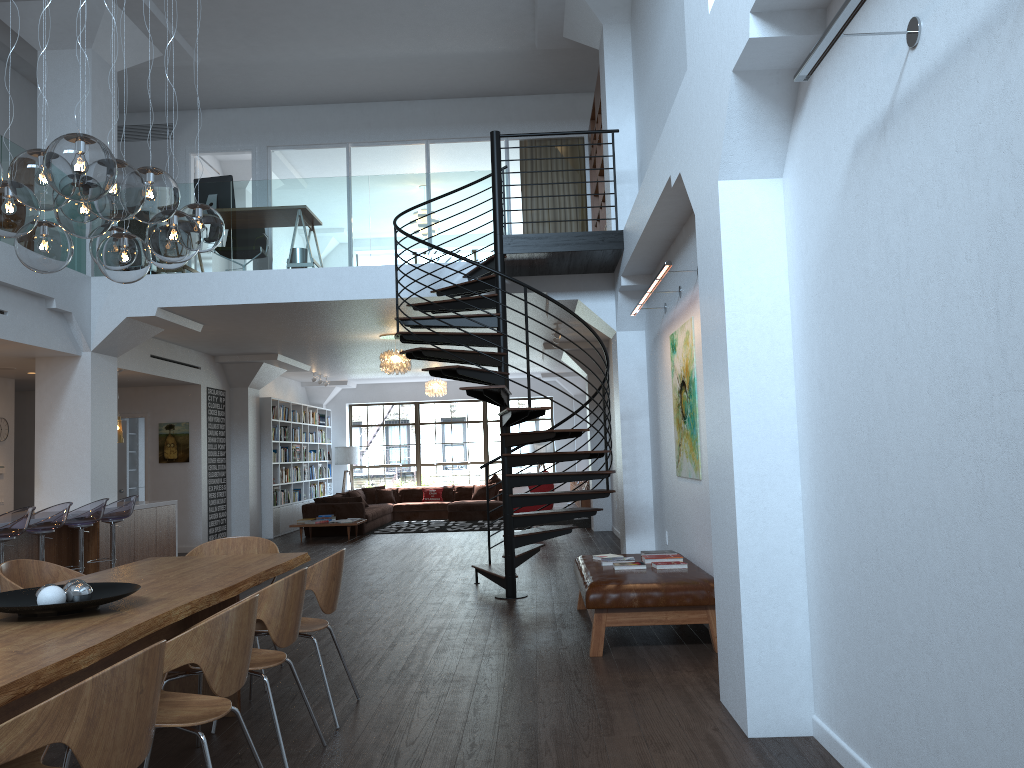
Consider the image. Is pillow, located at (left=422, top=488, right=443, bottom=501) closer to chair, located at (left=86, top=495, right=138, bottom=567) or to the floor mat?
the floor mat

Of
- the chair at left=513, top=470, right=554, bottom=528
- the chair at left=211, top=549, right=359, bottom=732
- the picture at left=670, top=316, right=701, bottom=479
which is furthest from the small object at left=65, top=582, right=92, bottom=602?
the chair at left=513, top=470, right=554, bottom=528

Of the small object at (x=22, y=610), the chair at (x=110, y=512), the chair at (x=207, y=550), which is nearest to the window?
the chair at (x=110, y=512)

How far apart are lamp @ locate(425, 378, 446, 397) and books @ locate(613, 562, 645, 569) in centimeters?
1115cm

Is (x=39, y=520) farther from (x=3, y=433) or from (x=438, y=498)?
(x=438, y=498)

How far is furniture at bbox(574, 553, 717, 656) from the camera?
5.6m

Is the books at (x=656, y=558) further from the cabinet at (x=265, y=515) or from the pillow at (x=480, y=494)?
the pillow at (x=480, y=494)

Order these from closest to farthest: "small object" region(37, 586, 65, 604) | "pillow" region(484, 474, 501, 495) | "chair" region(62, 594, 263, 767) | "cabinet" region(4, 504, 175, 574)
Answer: "chair" region(62, 594, 263, 767)
"small object" region(37, 586, 65, 604)
"cabinet" region(4, 504, 175, 574)
"pillow" region(484, 474, 501, 495)

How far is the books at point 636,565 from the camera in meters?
6.3 m

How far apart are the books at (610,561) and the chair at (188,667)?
3.1 meters
